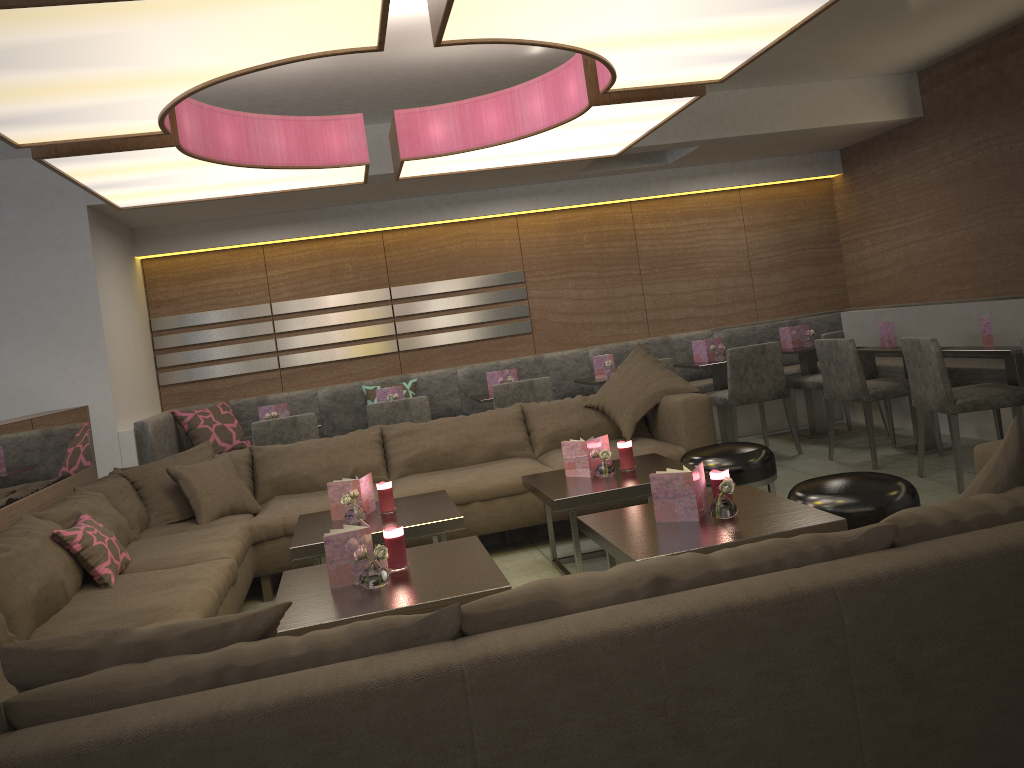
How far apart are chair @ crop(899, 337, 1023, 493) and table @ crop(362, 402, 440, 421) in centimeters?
281cm

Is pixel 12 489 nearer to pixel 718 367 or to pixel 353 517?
pixel 353 517

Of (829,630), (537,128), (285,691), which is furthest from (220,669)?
(537,128)

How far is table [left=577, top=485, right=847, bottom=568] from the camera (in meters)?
2.61

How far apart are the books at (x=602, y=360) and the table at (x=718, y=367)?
0.6 meters

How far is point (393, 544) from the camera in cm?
279

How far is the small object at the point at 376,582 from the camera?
2.61m

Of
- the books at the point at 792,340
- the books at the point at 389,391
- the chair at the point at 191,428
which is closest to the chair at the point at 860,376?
the books at the point at 792,340

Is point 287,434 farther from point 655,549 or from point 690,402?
point 655,549

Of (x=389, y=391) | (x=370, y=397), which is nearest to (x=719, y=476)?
(x=389, y=391)
